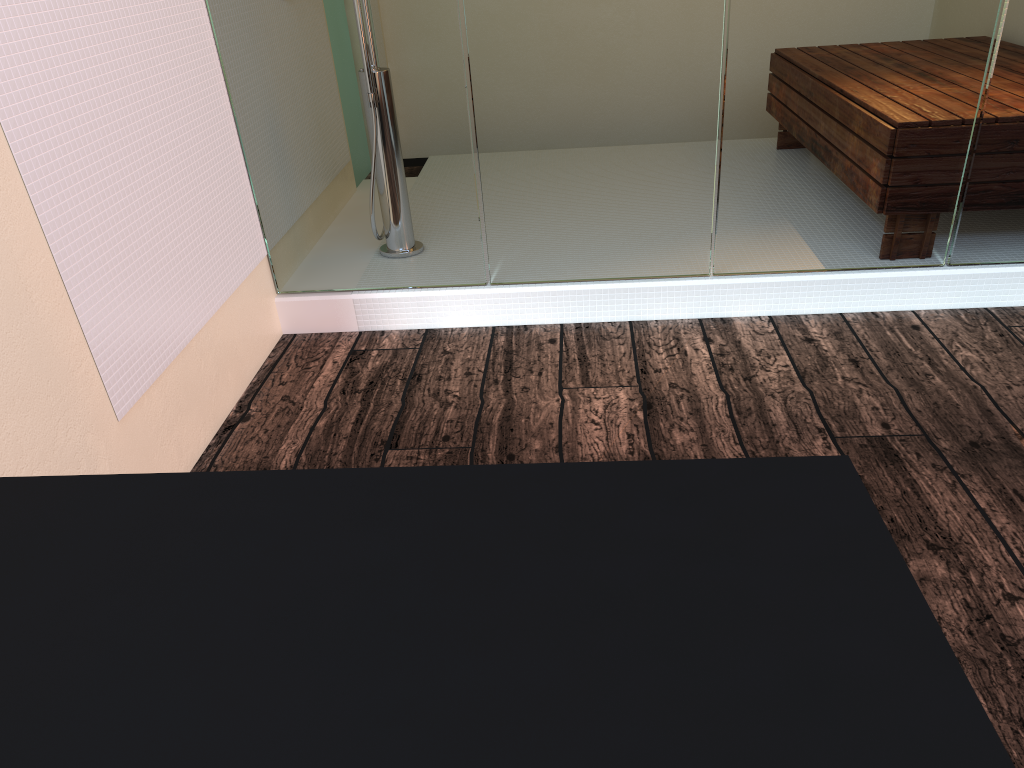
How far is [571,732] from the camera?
0.40m

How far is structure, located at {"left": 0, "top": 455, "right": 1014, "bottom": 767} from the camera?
0.40m

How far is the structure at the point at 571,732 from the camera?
0.4 meters
